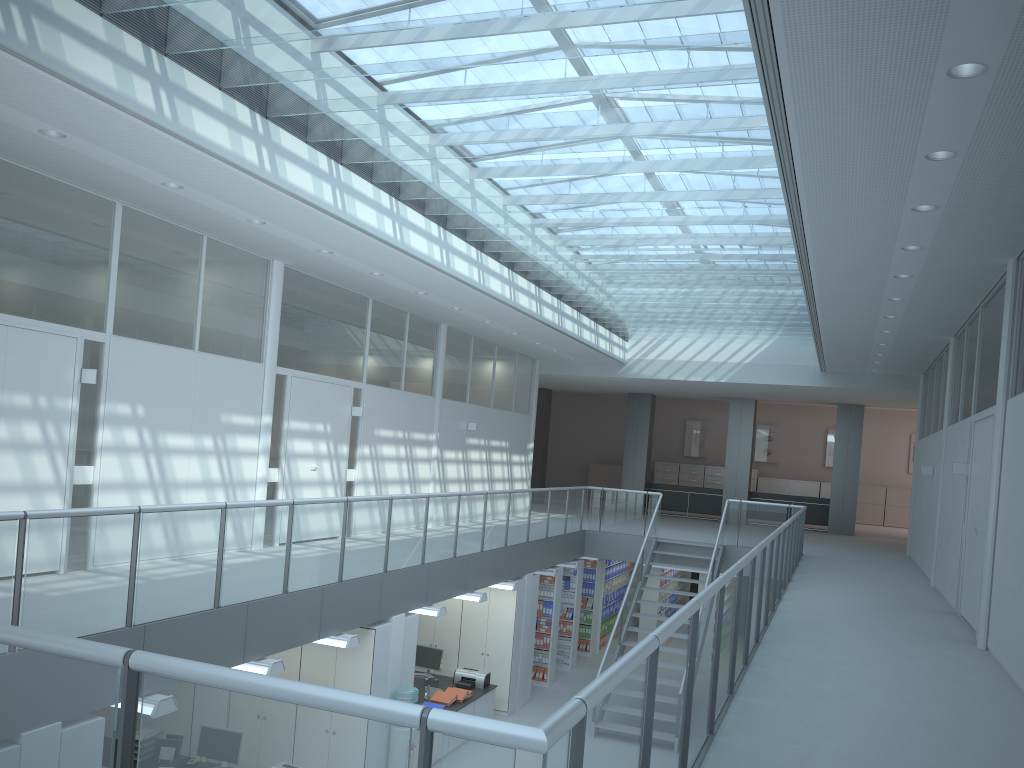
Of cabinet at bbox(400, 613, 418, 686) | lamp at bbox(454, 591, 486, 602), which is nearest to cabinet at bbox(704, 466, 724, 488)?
lamp at bbox(454, 591, 486, 602)

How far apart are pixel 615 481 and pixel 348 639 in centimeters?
1903cm

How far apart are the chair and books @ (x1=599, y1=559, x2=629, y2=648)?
5.9 meters

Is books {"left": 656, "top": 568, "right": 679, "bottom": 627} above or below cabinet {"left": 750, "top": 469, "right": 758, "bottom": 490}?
below

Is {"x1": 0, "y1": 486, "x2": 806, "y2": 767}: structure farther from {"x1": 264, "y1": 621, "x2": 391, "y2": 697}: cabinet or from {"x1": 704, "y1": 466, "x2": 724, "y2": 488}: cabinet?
{"x1": 704, "y1": 466, "x2": 724, "y2": 488}: cabinet

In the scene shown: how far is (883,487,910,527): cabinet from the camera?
23.2m

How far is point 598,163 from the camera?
7.1 meters

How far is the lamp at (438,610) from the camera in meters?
9.1 m

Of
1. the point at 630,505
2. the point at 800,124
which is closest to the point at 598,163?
the point at 800,124

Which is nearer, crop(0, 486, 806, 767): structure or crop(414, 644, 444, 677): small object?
crop(0, 486, 806, 767): structure
